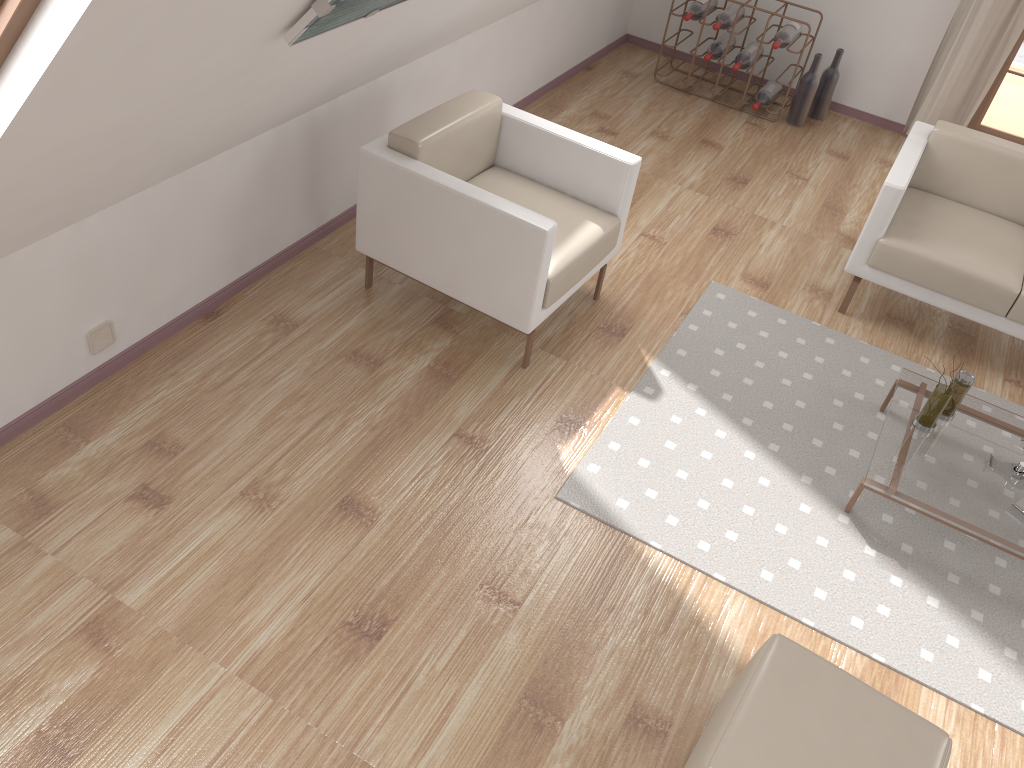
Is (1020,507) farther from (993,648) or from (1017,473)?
(993,648)

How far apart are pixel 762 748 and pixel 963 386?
1.7m

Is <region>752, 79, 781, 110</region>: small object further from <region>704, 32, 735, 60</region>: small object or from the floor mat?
the floor mat

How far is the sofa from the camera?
3.60m

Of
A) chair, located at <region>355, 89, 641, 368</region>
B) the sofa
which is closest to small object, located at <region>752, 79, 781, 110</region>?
the sofa

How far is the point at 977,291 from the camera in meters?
3.6 m

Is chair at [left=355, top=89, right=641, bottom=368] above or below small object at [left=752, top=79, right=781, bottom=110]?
above

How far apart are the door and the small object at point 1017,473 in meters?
3.2

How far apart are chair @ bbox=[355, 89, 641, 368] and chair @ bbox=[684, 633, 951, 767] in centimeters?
143cm

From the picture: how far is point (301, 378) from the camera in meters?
3.2
